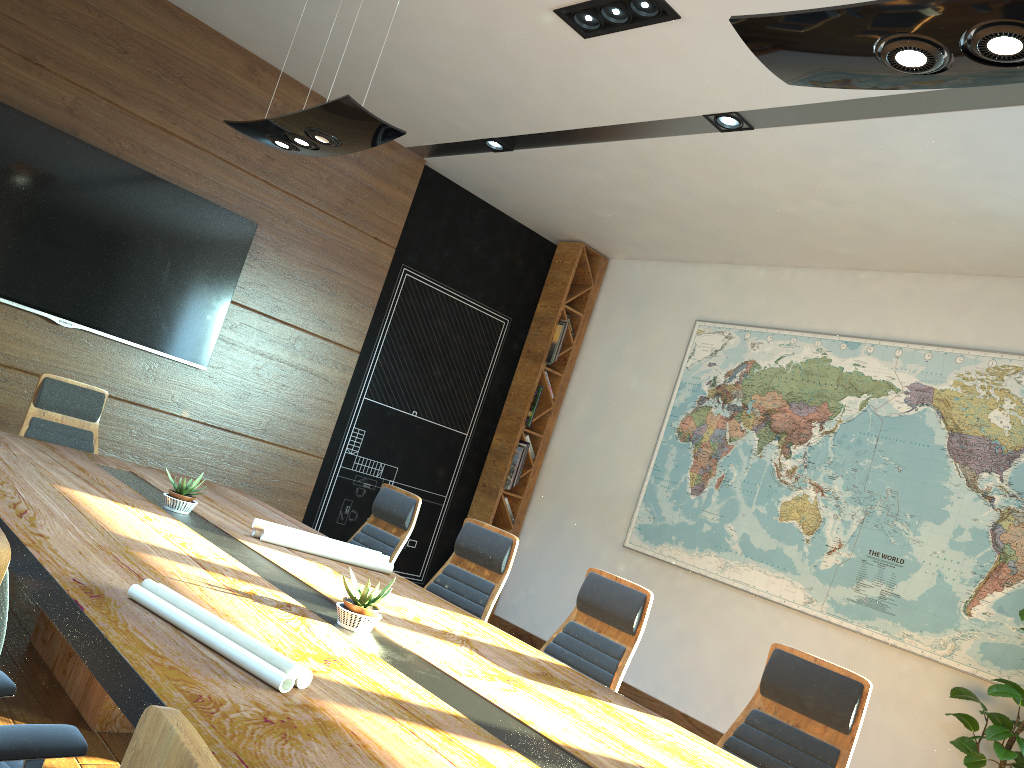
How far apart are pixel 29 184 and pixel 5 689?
4.8m

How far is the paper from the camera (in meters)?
1.93

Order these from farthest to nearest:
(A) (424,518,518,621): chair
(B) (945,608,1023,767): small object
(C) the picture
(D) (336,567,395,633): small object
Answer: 1. (C) the picture
2. (B) (945,608,1023,767): small object
3. (A) (424,518,518,621): chair
4. (D) (336,567,395,633): small object

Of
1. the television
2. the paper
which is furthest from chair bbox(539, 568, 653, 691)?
the television

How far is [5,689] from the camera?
1.8m

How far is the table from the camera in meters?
1.7 m

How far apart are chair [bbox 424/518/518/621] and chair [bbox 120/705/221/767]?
3.6m

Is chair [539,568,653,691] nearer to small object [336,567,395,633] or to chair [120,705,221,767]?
small object [336,567,395,633]

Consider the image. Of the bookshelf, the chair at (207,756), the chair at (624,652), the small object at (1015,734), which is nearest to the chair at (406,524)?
the chair at (624,652)

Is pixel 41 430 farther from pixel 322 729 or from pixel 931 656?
pixel 931 656
